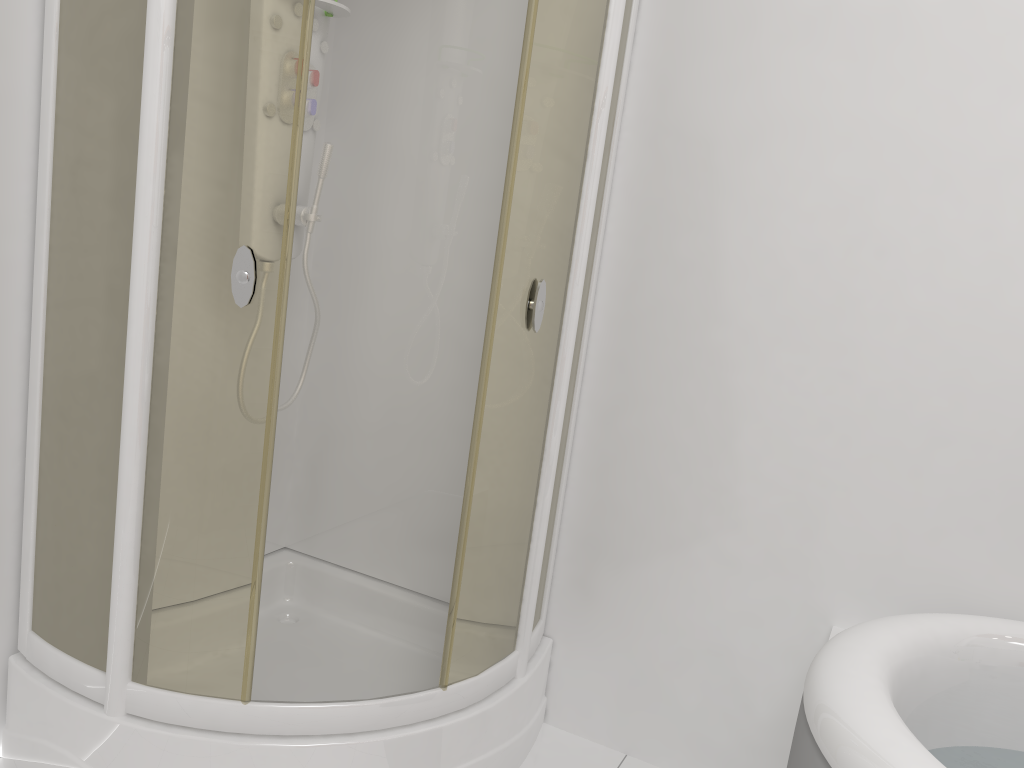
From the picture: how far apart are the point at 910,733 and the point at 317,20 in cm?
185

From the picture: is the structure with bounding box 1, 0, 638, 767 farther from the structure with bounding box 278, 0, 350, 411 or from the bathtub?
the bathtub

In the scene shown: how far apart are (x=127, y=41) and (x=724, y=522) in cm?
159

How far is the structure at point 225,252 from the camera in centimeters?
156cm

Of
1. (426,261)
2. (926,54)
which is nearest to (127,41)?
(426,261)

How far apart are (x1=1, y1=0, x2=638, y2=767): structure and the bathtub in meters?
0.7 m

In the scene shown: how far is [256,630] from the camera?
1.7m

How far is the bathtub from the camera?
1.25m

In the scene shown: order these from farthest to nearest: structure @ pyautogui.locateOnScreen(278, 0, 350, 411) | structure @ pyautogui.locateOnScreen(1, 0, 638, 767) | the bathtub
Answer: structure @ pyautogui.locateOnScreen(278, 0, 350, 411) → structure @ pyautogui.locateOnScreen(1, 0, 638, 767) → the bathtub

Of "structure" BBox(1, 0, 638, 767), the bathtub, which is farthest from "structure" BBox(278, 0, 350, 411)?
the bathtub
